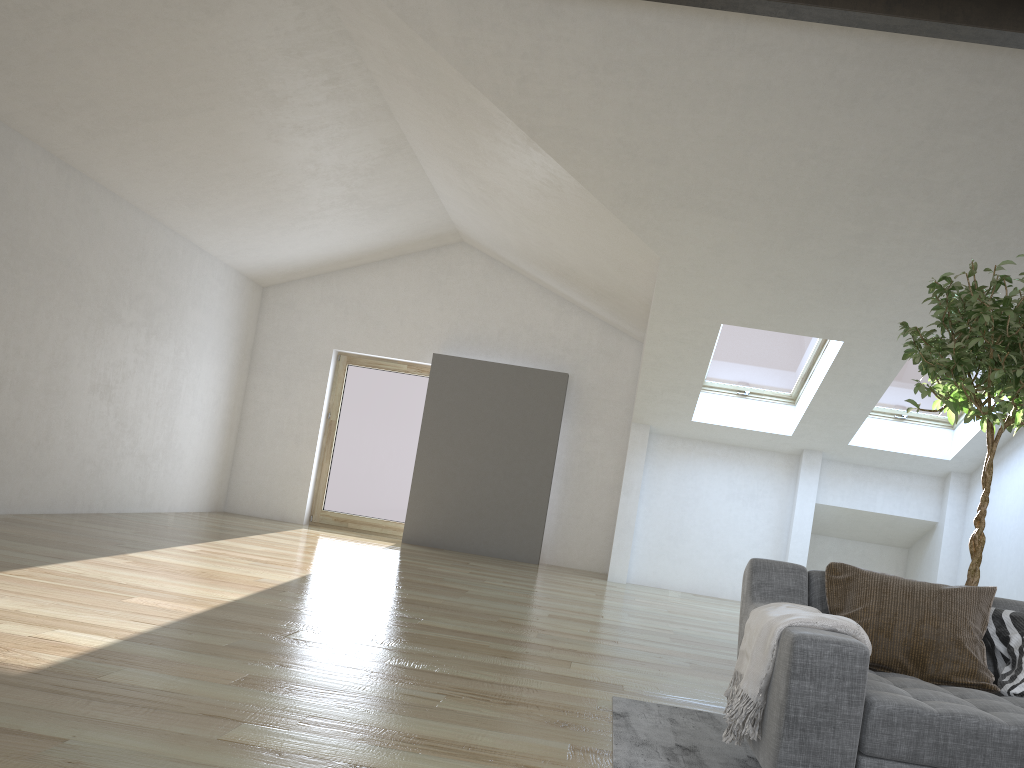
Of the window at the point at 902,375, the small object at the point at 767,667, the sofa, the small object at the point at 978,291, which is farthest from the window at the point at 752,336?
the small object at the point at 767,667

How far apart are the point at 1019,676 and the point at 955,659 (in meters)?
0.19

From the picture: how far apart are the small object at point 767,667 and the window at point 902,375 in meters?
6.2 m

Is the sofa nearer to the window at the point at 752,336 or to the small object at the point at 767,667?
the small object at the point at 767,667

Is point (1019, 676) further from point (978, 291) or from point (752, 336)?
point (752, 336)

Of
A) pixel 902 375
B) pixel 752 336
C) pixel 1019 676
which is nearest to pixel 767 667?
pixel 1019 676

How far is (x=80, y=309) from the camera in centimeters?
736cm

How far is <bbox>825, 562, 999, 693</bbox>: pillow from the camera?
2.75m

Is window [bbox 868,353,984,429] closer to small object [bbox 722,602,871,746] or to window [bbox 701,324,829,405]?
window [bbox 701,324,829,405]

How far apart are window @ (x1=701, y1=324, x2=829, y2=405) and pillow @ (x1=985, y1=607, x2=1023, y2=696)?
5.57m
